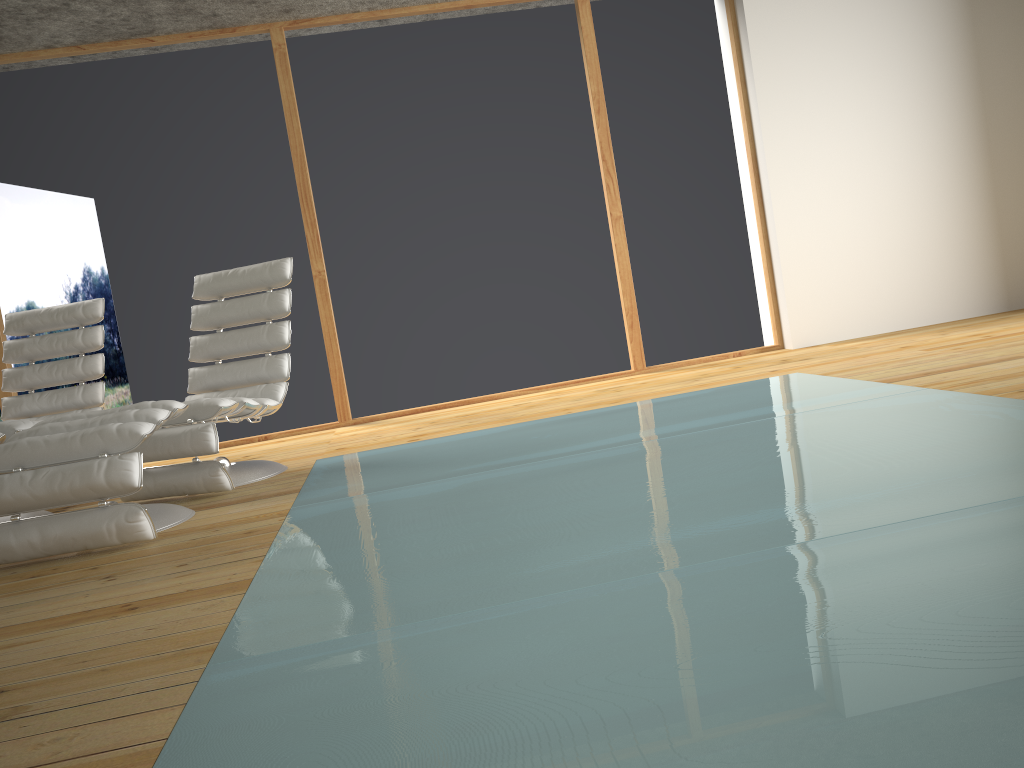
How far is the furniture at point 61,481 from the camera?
2.80m

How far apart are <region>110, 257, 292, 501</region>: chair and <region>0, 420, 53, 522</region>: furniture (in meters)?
0.46

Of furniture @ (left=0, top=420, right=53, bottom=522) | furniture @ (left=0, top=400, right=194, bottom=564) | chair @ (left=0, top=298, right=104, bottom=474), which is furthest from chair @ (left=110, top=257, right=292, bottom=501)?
chair @ (left=0, top=298, right=104, bottom=474)

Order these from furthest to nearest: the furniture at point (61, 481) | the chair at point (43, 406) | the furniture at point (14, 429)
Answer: the chair at point (43, 406)
the furniture at point (14, 429)
the furniture at point (61, 481)

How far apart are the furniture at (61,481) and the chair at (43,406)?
1.5m

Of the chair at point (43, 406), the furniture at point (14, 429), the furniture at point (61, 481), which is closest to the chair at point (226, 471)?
the furniture at point (61, 481)

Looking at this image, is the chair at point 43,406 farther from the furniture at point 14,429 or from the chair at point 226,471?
the furniture at point 14,429

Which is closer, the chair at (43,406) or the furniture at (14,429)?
the furniture at (14,429)

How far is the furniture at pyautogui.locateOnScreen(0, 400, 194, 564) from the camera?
2.8m

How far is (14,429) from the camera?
3.53m
